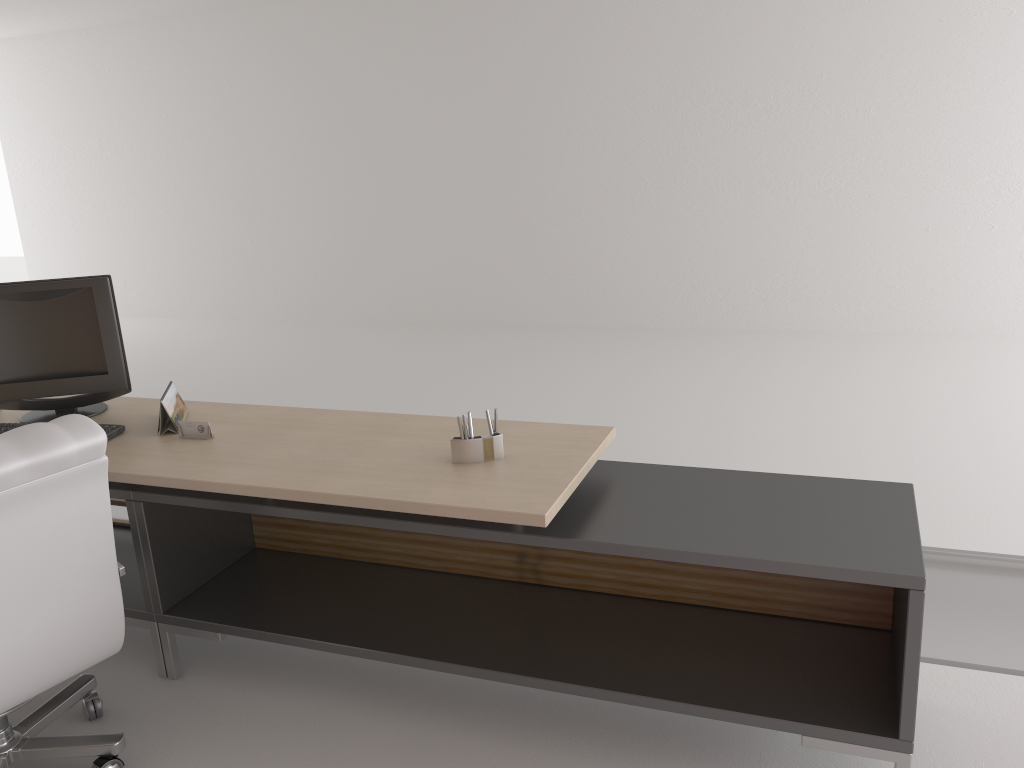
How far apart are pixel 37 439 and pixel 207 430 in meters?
1.2 m

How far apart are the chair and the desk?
0.3m

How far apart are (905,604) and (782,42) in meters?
8.8 m

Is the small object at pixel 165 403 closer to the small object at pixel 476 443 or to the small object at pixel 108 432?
the small object at pixel 108 432

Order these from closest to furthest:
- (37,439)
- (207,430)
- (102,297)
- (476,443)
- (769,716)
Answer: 1. (37,439)
2. (769,716)
3. (476,443)
4. (207,430)
5. (102,297)

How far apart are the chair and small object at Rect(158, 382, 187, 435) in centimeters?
101cm

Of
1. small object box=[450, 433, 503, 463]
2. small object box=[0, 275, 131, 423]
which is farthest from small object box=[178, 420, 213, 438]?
small object box=[450, 433, 503, 463]

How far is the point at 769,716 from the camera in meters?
3.4

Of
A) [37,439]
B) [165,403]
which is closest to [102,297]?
[165,403]

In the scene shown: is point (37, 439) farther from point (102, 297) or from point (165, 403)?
point (102, 297)
